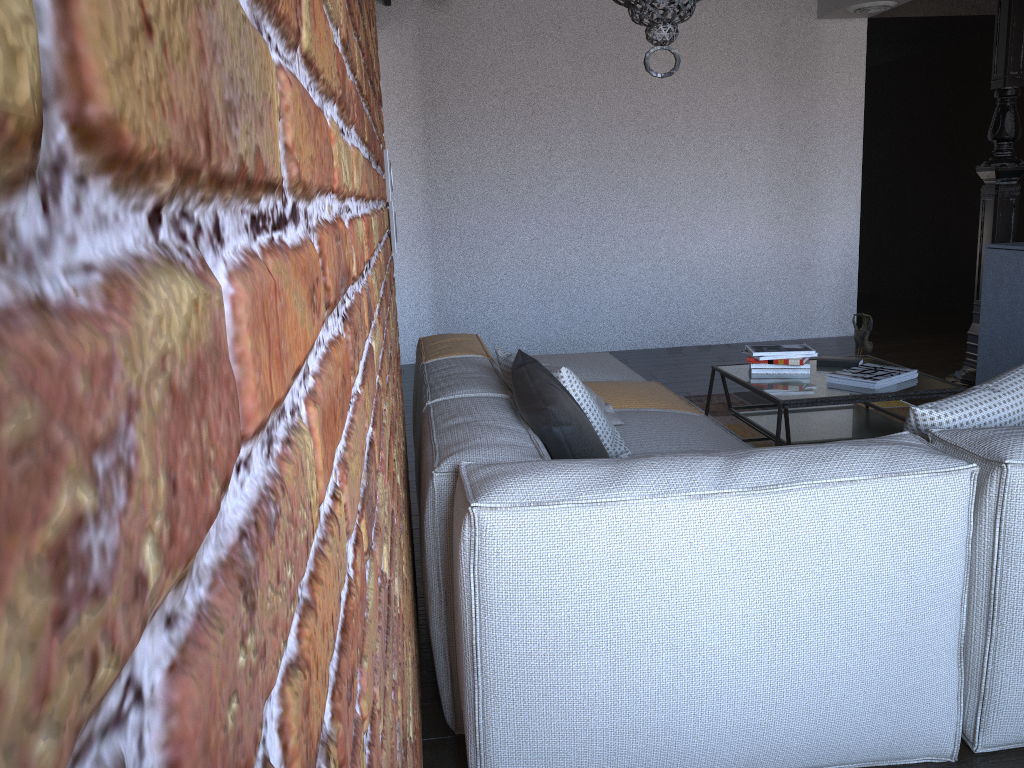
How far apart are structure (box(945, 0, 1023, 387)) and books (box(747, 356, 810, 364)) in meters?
2.0 m

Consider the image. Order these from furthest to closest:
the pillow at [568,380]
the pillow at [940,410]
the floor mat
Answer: the floor mat < the pillow at [568,380] < the pillow at [940,410]

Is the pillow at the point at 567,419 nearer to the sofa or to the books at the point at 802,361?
the sofa

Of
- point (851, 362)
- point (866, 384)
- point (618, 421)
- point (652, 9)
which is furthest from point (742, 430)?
point (652, 9)

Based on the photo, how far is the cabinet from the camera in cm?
467

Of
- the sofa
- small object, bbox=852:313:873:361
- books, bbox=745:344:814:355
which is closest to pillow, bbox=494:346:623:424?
the sofa

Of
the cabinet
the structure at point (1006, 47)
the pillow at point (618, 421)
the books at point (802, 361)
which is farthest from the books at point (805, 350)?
the structure at point (1006, 47)

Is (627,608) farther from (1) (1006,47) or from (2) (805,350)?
(1) (1006,47)

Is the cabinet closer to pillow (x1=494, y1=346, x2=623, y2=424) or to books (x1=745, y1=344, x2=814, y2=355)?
books (x1=745, y1=344, x2=814, y2=355)

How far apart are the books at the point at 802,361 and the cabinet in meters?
1.7
